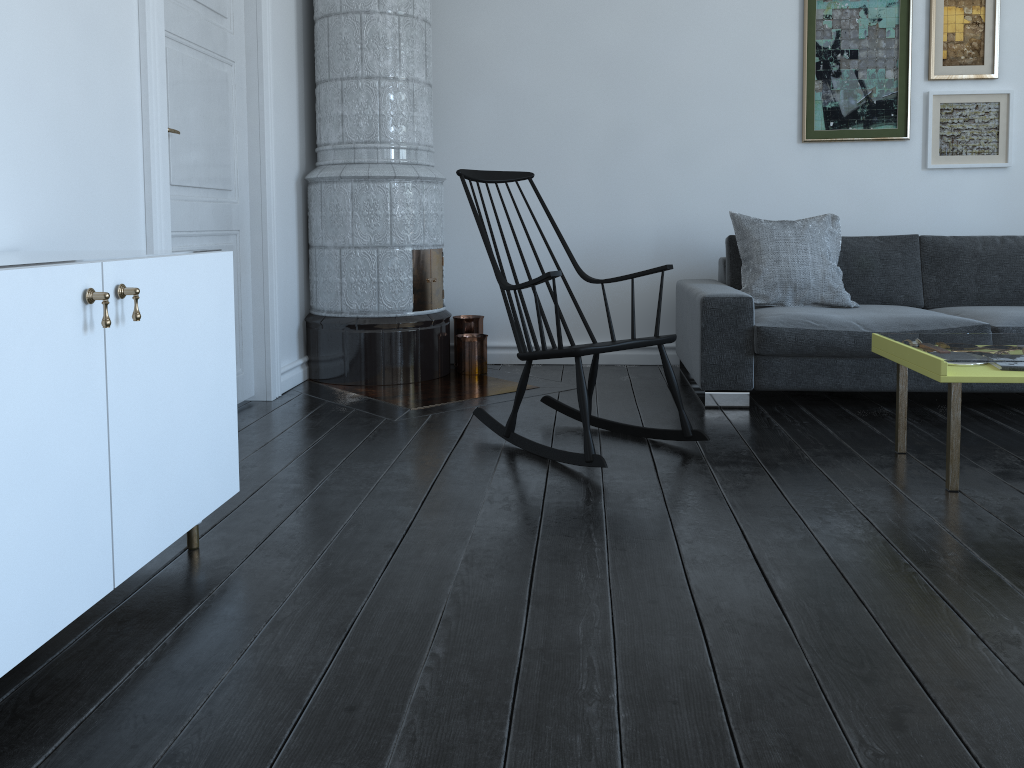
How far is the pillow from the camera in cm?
407

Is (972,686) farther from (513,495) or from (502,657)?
(513,495)

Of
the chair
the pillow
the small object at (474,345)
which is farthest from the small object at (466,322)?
the pillow

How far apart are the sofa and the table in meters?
0.6 m

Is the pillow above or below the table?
above

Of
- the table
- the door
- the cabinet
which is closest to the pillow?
the table

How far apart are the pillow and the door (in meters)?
2.17

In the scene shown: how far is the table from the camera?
2.51m

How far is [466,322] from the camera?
4.76m

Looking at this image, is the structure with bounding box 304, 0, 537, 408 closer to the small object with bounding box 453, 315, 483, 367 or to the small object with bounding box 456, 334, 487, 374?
the small object with bounding box 456, 334, 487, 374
